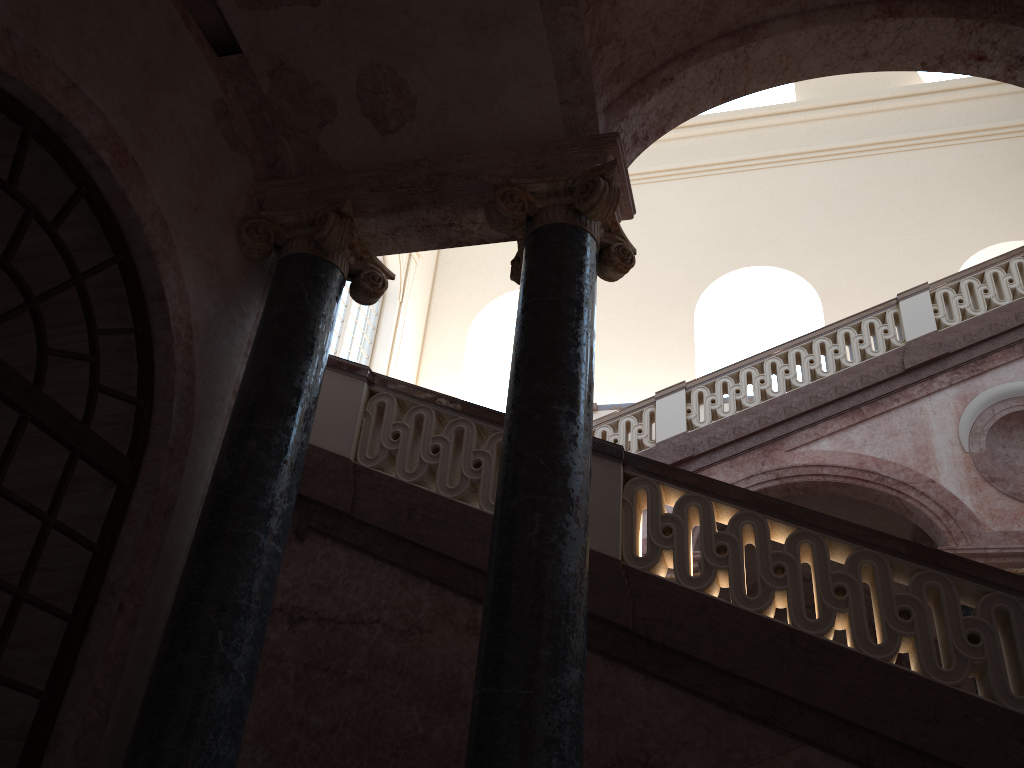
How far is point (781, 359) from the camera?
10.3m

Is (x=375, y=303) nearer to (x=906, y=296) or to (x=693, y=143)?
(x=693, y=143)
